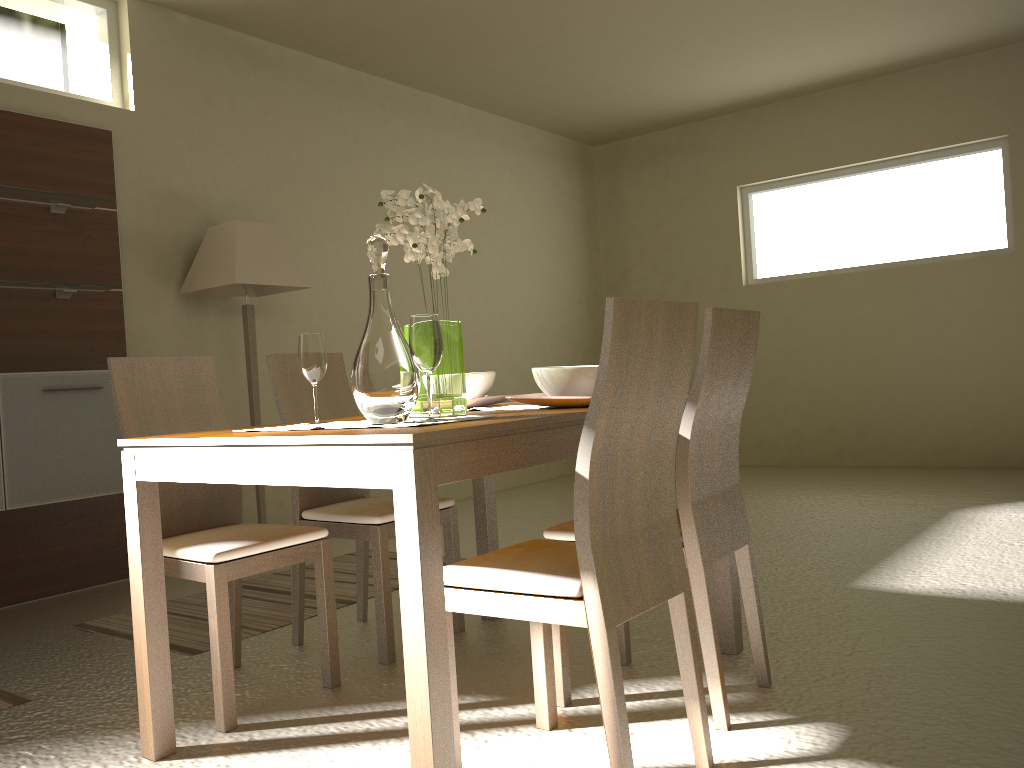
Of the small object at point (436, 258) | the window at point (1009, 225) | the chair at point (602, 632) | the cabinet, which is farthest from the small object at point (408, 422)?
the window at point (1009, 225)

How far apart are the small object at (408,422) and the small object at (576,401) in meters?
0.4 m

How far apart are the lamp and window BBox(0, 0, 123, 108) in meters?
0.8 m

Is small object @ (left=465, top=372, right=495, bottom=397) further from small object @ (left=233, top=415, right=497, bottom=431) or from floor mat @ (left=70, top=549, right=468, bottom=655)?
floor mat @ (left=70, top=549, right=468, bottom=655)

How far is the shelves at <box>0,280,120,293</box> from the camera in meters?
3.9 m

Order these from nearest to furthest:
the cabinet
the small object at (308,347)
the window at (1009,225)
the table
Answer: the table → the small object at (308,347) → the cabinet → the window at (1009,225)

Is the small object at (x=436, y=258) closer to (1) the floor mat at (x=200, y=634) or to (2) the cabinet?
(1) the floor mat at (x=200, y=634)

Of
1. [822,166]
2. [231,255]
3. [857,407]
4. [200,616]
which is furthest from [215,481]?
[822,166]

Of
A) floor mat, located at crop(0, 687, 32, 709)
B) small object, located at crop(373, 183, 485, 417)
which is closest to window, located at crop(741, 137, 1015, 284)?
small object, located at crop(373, 183, 485, 417)

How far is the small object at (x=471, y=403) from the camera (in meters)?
2.62
